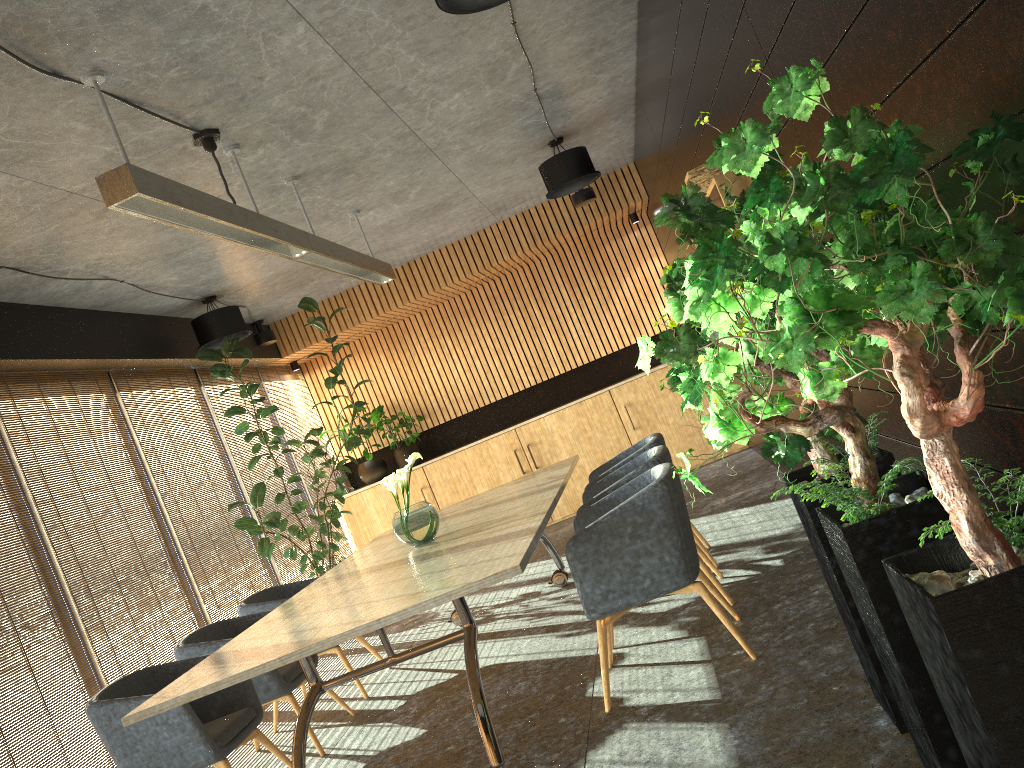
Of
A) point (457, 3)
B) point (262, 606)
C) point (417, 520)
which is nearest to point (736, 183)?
point (457, 3)

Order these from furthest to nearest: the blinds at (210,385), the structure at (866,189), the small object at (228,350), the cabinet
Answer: the cabinet
the blinds at (210,385)
the small object at (228,350)
the structure at (866,189)

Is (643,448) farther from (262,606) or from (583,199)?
(583,199)

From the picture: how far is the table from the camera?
3.6m

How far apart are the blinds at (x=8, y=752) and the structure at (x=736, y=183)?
4.67m

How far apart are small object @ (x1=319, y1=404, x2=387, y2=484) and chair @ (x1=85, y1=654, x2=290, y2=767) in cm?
599

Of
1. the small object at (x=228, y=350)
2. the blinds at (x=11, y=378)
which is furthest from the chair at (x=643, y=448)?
the blinds at (x=11, y=378)

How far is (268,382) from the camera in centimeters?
1049cm

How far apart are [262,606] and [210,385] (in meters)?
3.40

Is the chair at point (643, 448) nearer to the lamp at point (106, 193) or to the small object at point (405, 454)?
the lamp at point (106, 193)
